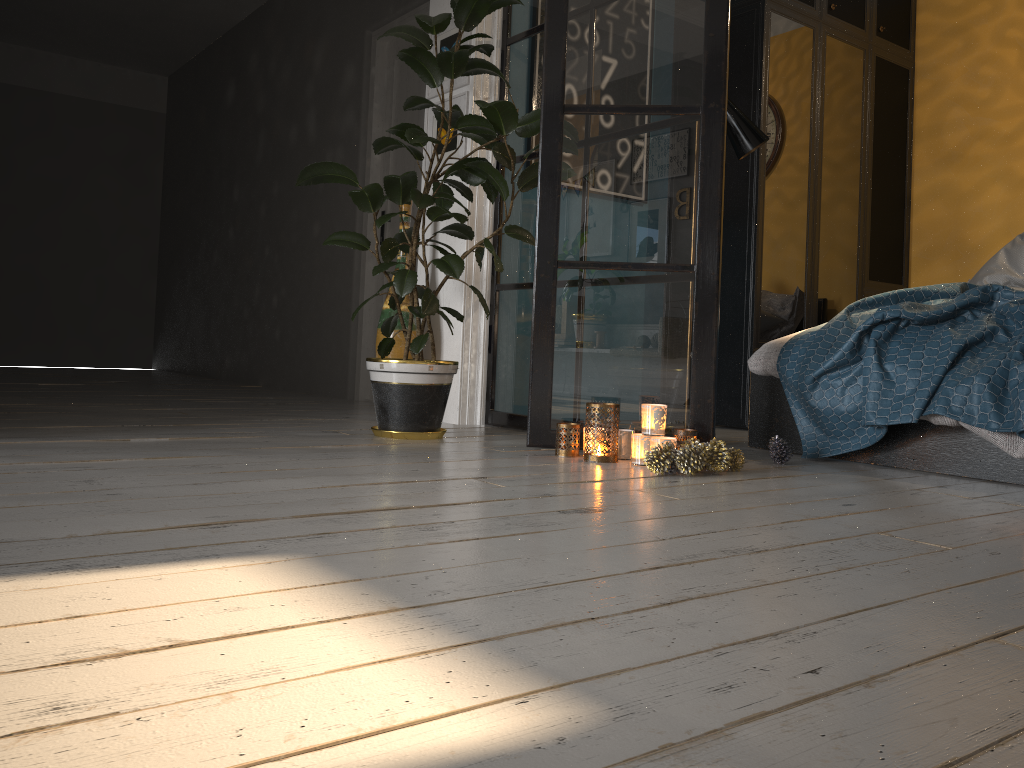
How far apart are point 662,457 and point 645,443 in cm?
21

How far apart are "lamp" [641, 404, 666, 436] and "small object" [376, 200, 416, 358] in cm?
153

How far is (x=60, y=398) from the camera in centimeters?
457cm

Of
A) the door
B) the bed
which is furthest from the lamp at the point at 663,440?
the door

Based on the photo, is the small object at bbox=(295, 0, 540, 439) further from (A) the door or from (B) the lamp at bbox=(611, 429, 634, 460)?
(A) the door

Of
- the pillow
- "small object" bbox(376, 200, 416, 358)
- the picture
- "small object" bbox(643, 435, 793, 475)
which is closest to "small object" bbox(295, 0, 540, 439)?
the picture

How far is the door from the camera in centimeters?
523cm

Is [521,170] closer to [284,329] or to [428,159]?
[428,159]

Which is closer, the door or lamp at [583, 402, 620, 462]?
lamp at [583, 402, 620, 462]

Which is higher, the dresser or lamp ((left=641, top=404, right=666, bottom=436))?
the dresser
